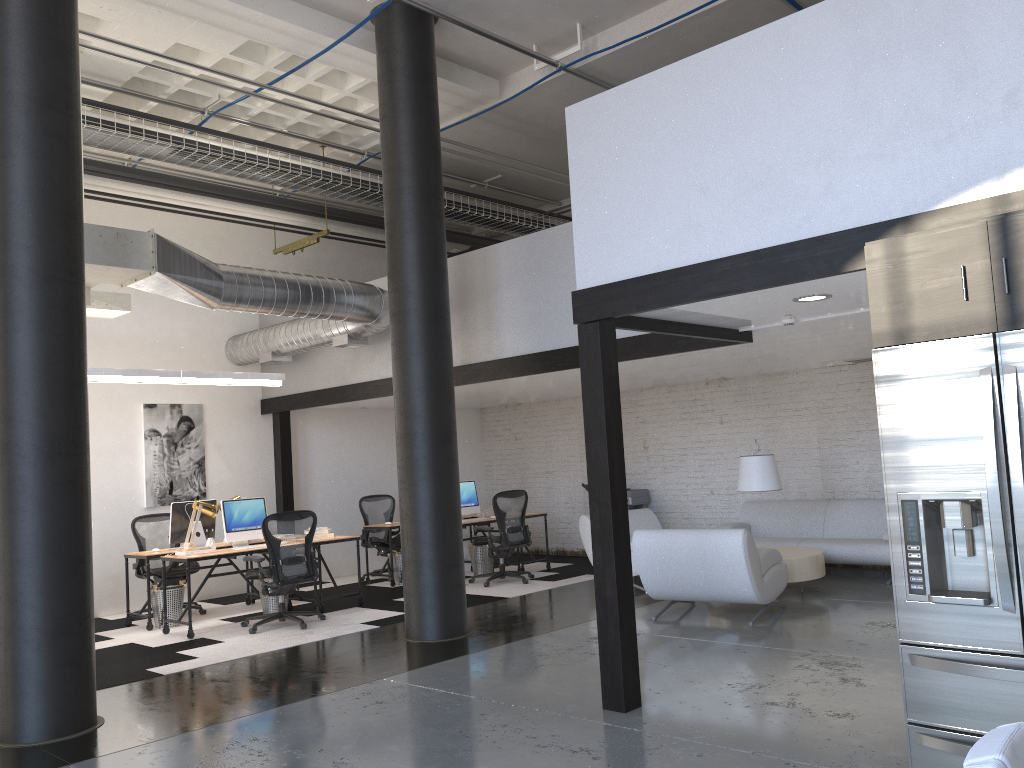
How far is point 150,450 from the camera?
10.2m

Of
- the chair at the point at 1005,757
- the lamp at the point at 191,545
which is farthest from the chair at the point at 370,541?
the chair at the point at 1005,757

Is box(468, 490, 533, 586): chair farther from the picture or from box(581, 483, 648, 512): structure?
the picture

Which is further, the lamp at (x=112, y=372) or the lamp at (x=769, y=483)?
the lamp at (x=769, y=483)

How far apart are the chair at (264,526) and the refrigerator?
6.0m

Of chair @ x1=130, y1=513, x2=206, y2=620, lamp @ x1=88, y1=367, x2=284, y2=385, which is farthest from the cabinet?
chair @ x1=130, y1=513, x2=206, y2=620

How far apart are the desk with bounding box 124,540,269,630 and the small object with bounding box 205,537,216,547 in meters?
0.5 m

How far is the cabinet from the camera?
3.08m

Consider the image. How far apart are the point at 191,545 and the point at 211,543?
0.33m

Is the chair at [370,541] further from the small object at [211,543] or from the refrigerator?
the refrigerator
